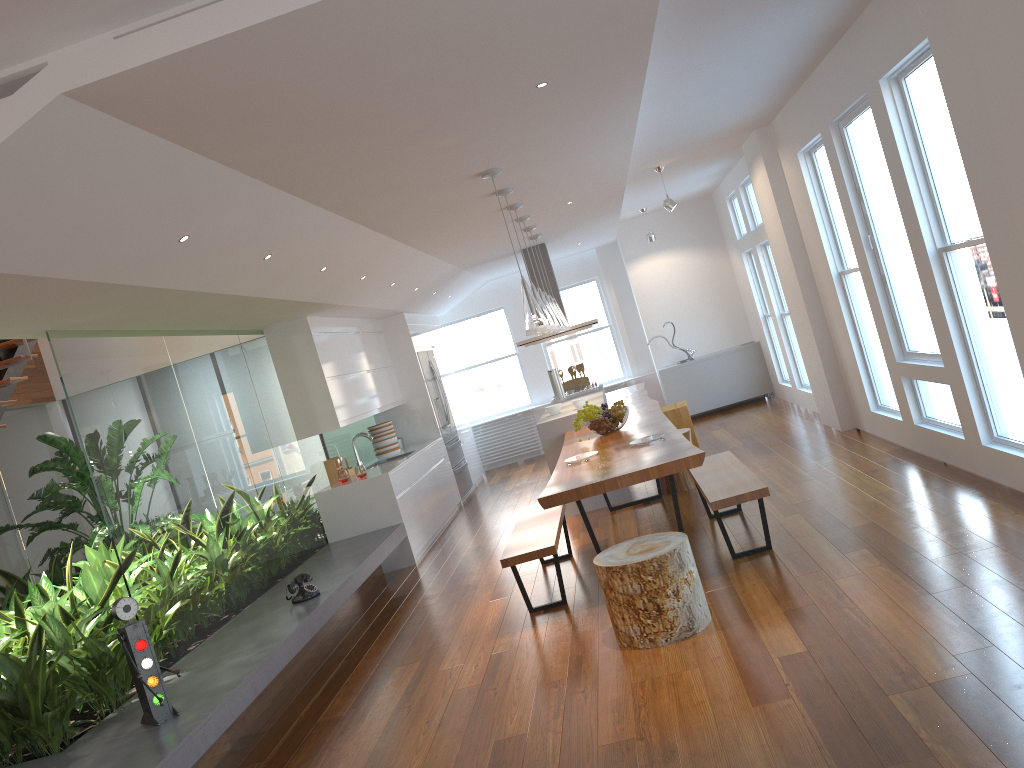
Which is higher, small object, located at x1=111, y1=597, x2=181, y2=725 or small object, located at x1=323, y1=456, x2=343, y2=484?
small object, located at x1=323, y1=456, x2=343, y2=484

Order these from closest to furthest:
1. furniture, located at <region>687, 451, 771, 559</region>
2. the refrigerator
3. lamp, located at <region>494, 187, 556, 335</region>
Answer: furniture, located at <region>687, 451, 771, 559</region>
lamp, located at <region>494, 187, 556, 335</region>
the refrigerator

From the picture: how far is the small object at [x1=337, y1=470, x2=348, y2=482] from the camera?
7.7 meters

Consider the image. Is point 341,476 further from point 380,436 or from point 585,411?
point 585,411

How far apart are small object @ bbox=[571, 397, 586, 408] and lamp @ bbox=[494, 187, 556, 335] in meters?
2.5

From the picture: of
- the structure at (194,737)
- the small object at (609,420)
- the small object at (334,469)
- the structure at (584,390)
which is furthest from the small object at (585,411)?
the structure at (584,390)

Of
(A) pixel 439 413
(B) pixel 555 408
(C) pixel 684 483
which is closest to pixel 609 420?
(C) pixel 684 483

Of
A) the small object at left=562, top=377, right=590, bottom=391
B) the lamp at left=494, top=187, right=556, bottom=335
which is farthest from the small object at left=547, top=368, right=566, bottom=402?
the lamp at left=494, top=187, right=556, bottom=335

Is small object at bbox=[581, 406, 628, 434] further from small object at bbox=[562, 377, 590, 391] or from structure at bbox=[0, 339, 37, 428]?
structure at bbox=[0, 339, 37, 428]

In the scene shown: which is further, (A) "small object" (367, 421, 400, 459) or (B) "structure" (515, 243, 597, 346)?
(B) "structure" (515, 243, 597, 346)
